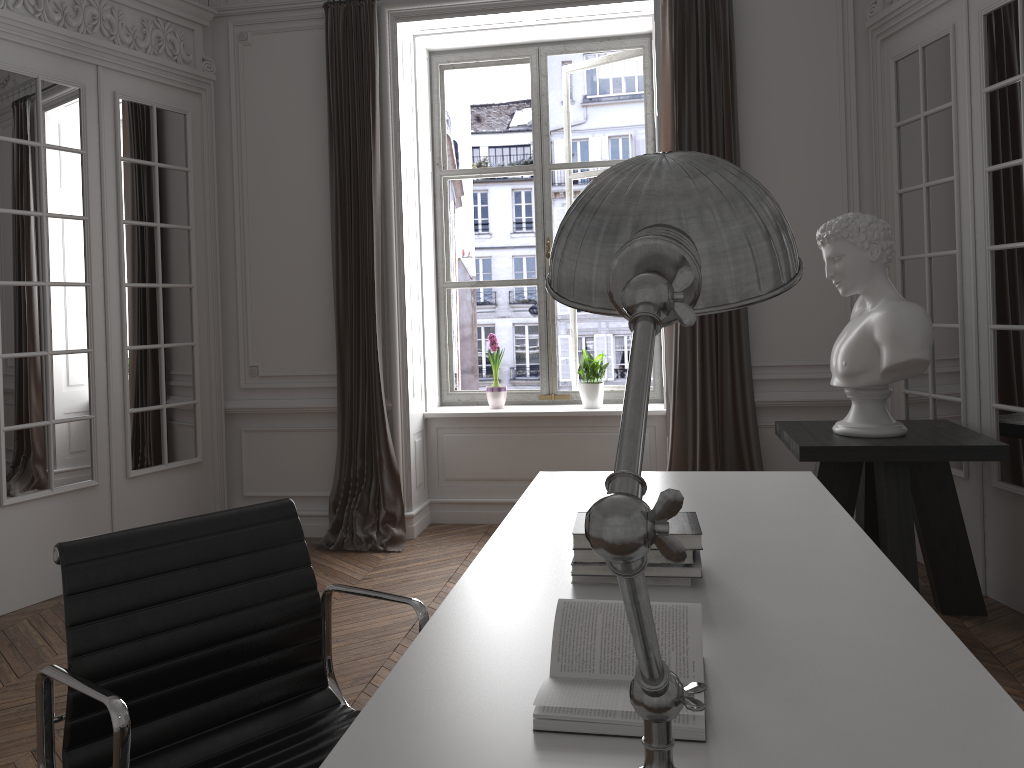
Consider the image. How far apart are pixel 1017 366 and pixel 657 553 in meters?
2.6

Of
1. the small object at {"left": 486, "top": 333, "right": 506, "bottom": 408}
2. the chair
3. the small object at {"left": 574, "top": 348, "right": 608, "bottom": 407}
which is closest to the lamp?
the chair

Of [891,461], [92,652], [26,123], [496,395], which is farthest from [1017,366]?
[26,123]

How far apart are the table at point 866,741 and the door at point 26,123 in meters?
2.7 m

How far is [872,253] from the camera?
3.56m

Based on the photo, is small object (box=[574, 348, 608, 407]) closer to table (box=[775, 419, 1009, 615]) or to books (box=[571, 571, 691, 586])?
table (box=[775, 419, 1009, 615])

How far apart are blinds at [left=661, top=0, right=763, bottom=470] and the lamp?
4.0 meters

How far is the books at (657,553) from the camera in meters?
1.8 m

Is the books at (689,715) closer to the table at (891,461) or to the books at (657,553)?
the books at (657,553)

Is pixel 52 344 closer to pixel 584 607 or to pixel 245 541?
pixel 245 541
